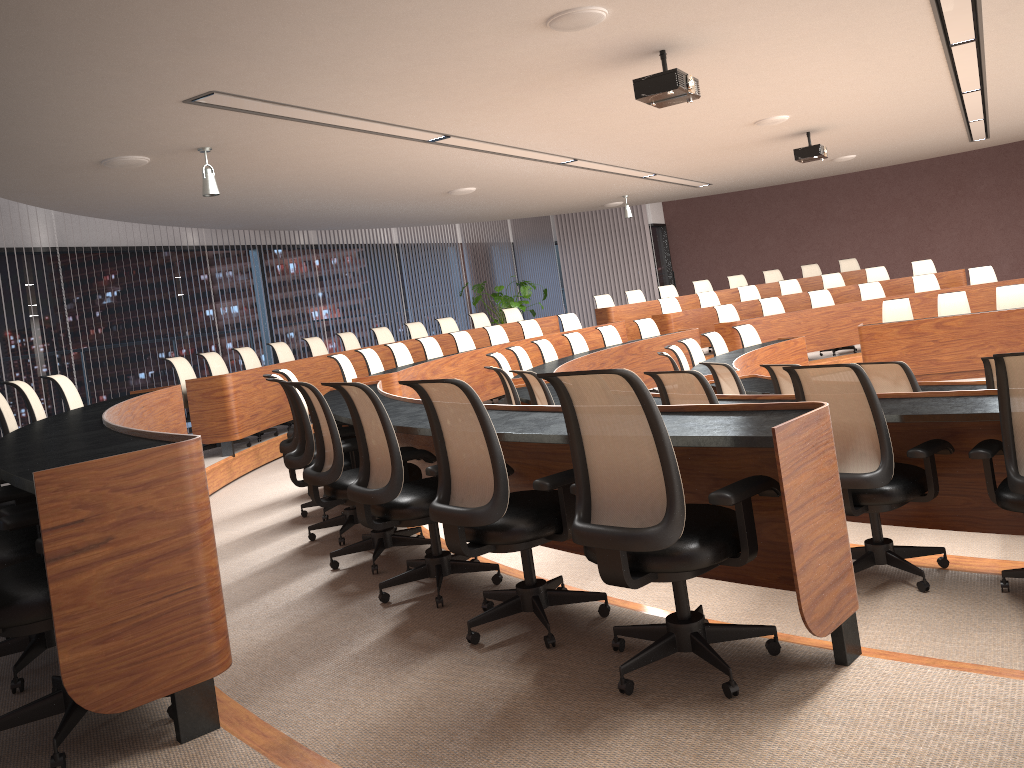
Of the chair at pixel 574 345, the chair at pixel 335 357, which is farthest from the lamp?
the chair at pixel 574 345

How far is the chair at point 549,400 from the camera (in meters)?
5.47

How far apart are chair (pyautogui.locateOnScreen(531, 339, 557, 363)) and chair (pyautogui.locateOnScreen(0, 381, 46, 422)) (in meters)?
5.35

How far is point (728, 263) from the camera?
19.0m

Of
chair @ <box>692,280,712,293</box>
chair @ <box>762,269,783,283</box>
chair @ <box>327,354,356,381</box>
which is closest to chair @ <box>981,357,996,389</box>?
chair @ <box>327,354,356,381</box>

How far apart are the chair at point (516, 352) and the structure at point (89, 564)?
2.0 meters

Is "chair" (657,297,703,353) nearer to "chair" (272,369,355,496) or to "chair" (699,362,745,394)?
"chair" (699,362,745,394)

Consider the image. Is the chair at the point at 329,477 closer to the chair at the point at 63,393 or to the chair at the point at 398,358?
the chair at the point at 63,393

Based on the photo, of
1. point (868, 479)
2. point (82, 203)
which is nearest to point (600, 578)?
point (868, 479)

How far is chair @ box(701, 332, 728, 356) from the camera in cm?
980
